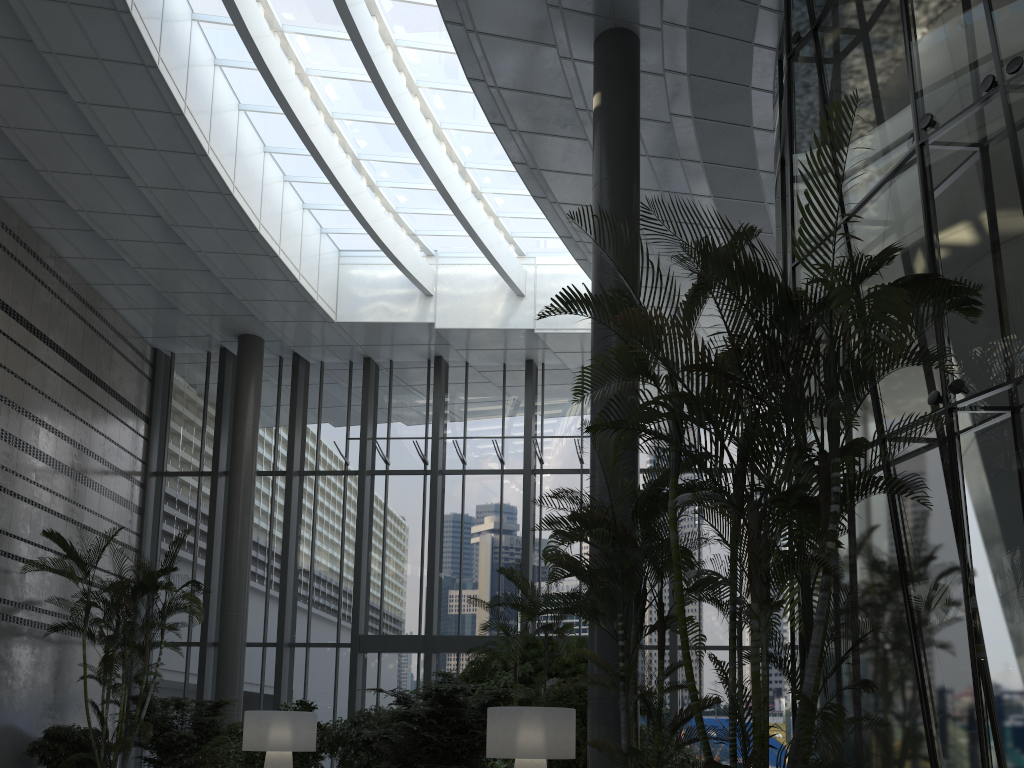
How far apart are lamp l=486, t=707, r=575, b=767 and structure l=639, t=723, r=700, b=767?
2.2 meters

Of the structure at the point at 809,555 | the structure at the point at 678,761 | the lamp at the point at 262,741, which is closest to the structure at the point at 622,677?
the structure at the point at 809,555

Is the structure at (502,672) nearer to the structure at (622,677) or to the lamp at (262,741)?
the lamp at (262,741)

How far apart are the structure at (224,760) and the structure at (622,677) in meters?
7.1

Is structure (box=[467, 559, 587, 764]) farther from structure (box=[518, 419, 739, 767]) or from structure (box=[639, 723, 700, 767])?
structure (box=[518, 419, 739, 767])

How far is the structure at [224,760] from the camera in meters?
11.1 m

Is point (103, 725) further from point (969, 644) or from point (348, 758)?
point (969, 644)

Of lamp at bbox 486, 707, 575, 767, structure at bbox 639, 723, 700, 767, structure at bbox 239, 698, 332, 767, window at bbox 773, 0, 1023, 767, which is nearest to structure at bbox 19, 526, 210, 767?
structure at bbox 239, 698, 332, 767

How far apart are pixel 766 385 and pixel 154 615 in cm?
1117

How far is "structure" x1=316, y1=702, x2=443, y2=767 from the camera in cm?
1060
